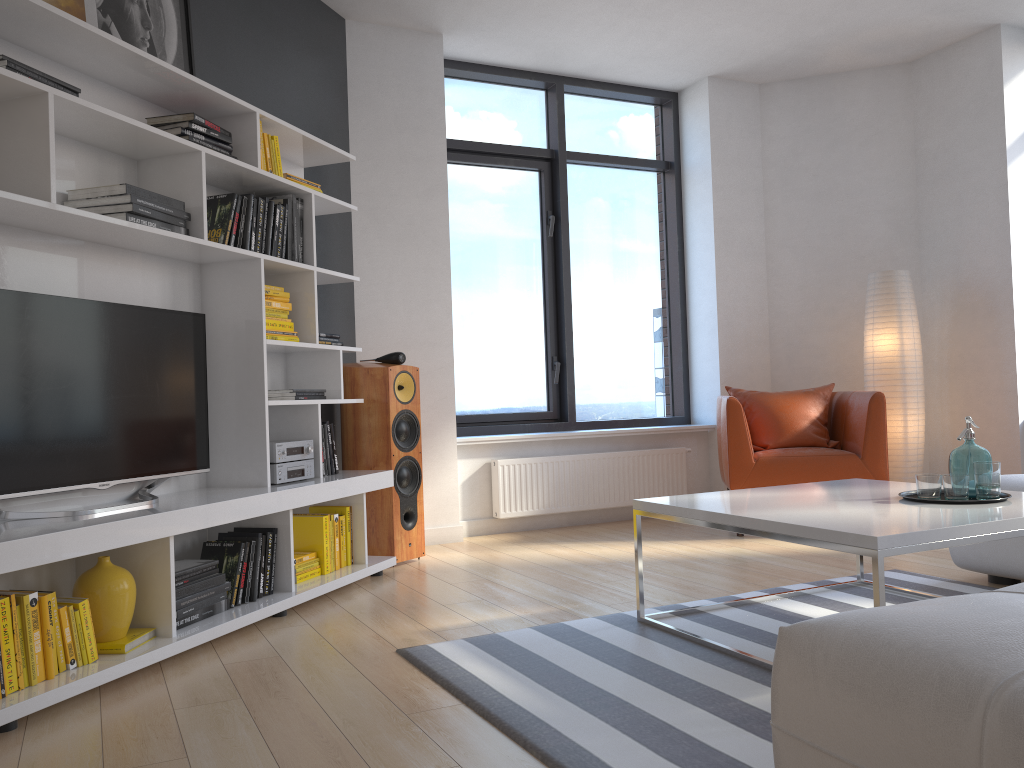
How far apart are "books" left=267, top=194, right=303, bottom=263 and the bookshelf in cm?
4

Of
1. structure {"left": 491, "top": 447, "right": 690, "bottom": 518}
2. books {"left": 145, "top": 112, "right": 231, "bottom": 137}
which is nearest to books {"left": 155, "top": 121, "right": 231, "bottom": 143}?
books {"left": 145, "top": 112, "right": 231, "bottom": 137}

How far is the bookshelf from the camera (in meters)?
2.65

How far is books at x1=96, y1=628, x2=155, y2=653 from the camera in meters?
2.7

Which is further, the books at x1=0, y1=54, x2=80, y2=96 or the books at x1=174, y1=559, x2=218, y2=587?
the books at x1=174, y1=559, x2=218, y2=587

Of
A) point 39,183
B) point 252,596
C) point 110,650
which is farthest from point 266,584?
point 39,183

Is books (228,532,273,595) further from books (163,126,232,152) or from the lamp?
the lamp

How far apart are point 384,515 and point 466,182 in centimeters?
243cm

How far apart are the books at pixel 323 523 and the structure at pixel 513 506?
1.6 meters

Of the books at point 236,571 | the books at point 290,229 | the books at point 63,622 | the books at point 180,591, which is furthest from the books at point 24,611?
the books at point 290,229
